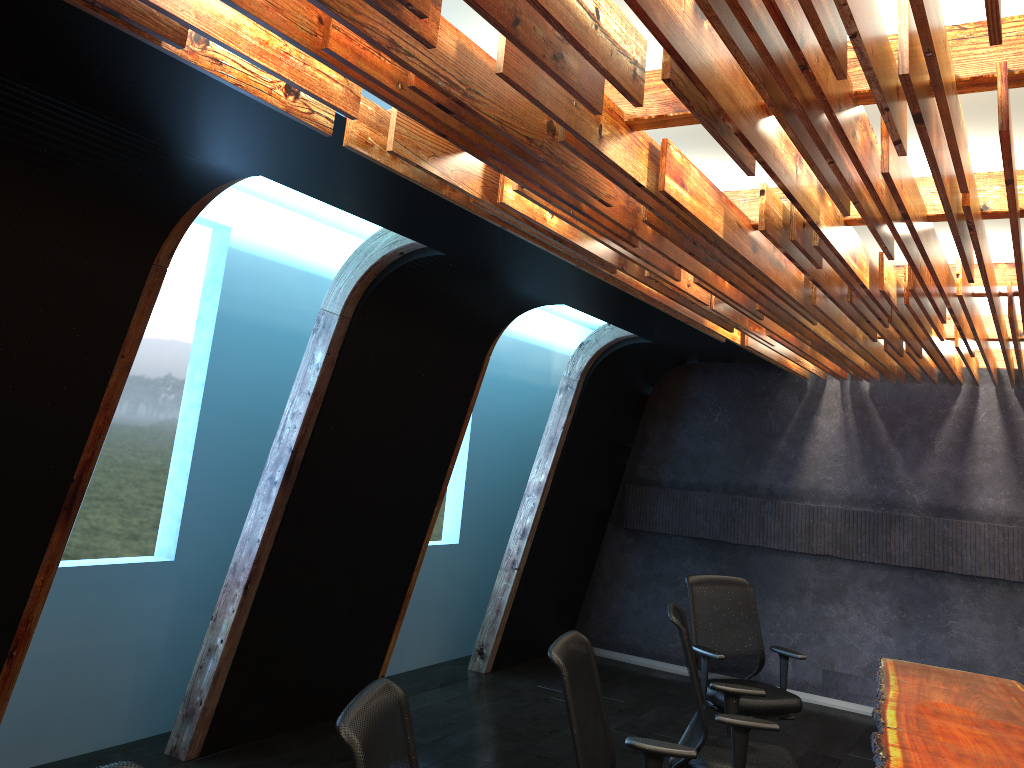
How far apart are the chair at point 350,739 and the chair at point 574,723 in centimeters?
78cm

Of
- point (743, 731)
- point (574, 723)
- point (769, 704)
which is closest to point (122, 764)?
point (574, 723)

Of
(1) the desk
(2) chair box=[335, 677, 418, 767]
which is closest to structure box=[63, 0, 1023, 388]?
(2) chair box=[335, 677, 418, 767]

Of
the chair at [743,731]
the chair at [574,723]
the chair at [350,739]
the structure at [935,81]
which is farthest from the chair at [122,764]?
the chair at [743,731]

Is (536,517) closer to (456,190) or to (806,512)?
(806,512)

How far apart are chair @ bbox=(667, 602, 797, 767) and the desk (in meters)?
0.45

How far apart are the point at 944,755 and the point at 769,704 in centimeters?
182cm

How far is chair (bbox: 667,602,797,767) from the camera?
4.35m

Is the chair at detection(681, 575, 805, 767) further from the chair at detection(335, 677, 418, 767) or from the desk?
the chair at detection(335, 677, 418, 767)

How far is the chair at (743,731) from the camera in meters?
4.4 m
